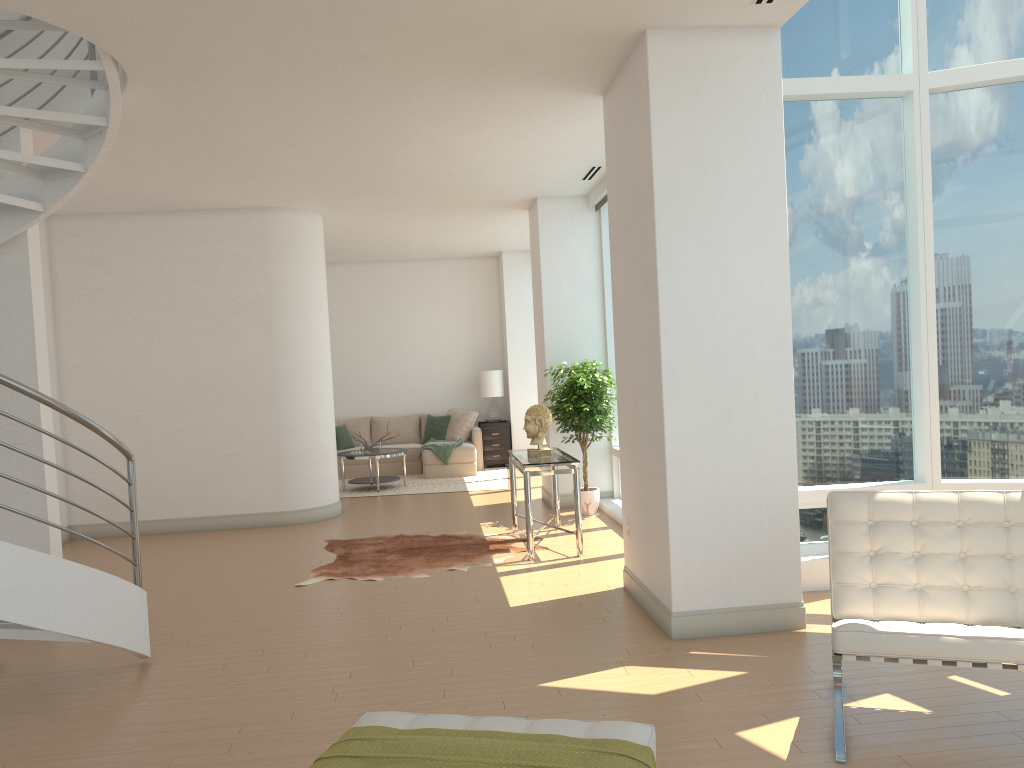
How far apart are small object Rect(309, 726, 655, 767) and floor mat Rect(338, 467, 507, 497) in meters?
8.9 m

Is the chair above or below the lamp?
below

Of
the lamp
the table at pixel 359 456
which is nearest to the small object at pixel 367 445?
the table at pixel 359 456

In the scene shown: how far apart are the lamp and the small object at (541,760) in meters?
11.3 m

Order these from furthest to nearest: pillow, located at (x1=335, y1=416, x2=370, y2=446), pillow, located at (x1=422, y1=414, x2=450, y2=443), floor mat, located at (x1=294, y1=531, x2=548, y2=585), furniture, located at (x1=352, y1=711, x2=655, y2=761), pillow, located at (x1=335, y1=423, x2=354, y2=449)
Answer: pillow, located at (x1=335, y1=416, x2=370, y2=446) → pillow, located at (x1=422, y1=414, x2=450, y2=443) → pillow, located at (x1=335, y1=423, x2=354, y2=449) → floor mat, located at (x1=294, y1=531, x2=548, y2=585) → furniture, located at (x1=352, y1=711, x2=655, y2=761)

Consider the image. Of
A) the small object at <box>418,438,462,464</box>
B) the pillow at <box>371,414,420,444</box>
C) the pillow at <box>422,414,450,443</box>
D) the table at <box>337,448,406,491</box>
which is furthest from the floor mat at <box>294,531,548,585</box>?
the pillow at <box>371,414,420,444</box>

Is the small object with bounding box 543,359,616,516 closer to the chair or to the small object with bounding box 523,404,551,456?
the small object with bounding box 523,404,551,456

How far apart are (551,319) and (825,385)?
4.0m

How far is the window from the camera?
5.9m

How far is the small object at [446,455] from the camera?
12.8m
